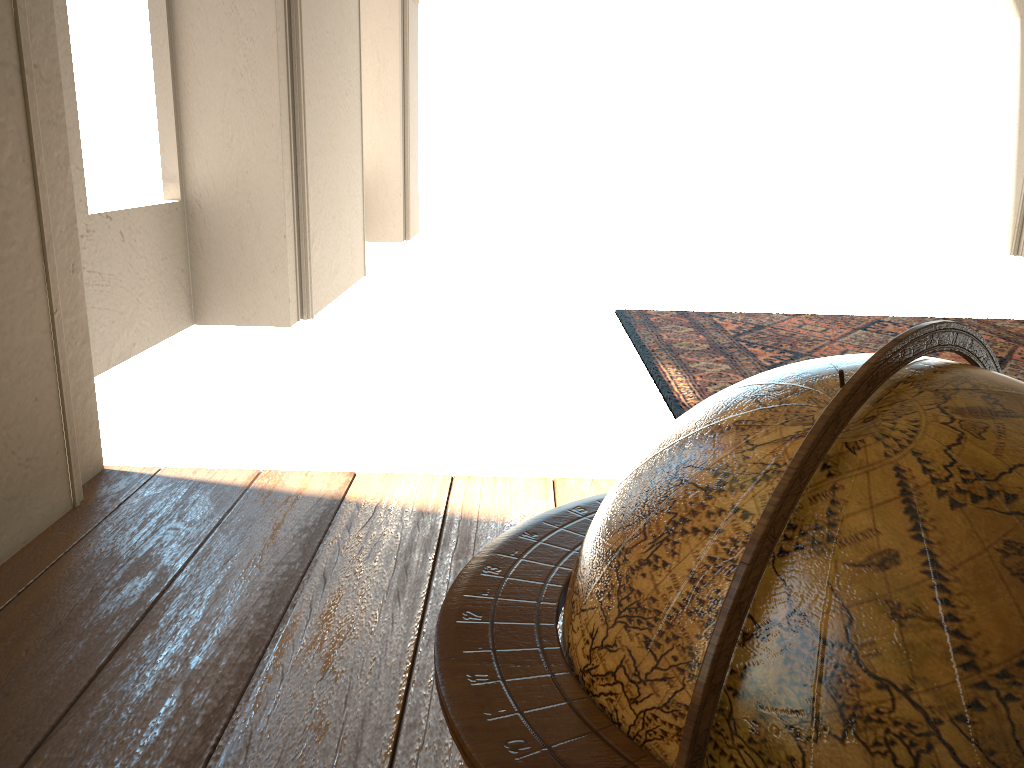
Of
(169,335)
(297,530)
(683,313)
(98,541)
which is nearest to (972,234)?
(683,313)

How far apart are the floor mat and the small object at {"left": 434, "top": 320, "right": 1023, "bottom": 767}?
4.1m

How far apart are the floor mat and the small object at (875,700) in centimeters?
408cm

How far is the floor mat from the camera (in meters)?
6.71

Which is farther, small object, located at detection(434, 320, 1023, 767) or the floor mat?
the floor mat

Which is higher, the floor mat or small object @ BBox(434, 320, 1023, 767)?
small object @ BBox(434, 320, 1023, 767)

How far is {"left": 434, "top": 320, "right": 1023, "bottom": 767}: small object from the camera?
0.88m

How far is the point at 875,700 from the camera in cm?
88
